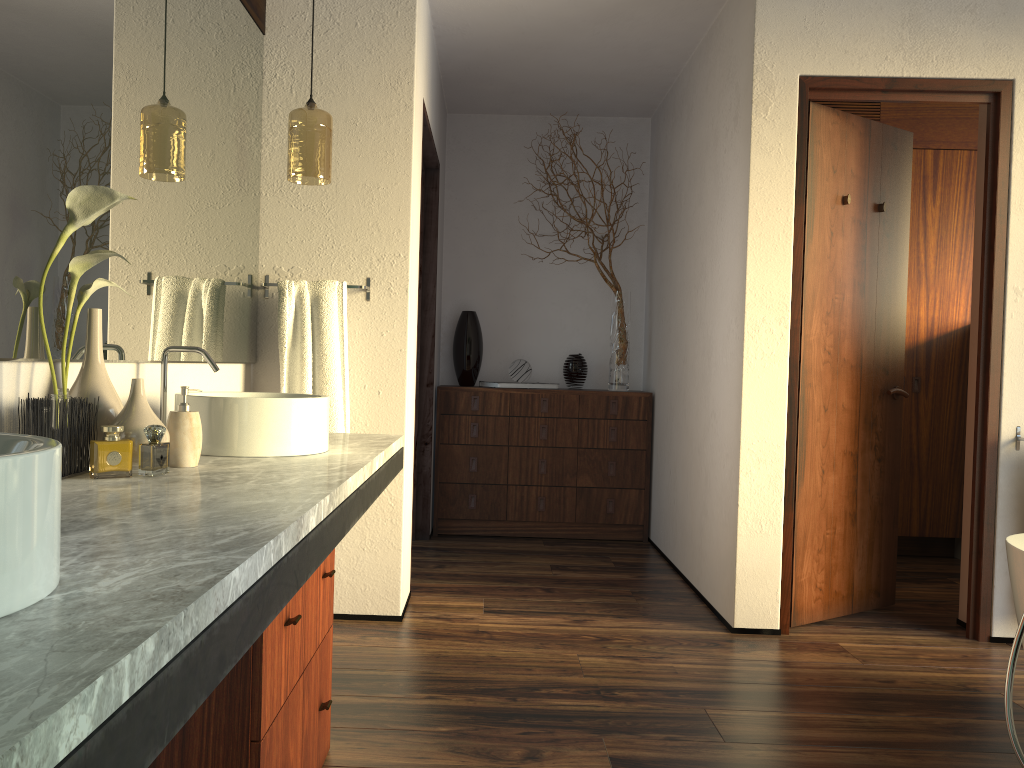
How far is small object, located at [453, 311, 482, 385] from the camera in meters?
4.8 m

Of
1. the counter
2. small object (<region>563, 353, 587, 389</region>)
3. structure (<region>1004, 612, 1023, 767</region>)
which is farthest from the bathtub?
small object (<region>563, 353, 587, 389</region>)

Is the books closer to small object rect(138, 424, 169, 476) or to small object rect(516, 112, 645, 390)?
small object rect(516, 112, 645, 390)

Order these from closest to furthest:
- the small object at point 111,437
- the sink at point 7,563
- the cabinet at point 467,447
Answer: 1. the sink at point 7,563
2. the small object at point 111,437
3. the cabinet at point 467,447

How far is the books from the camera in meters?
4.8 m

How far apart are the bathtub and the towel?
2.0 meters

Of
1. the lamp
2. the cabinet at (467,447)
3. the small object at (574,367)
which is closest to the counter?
the lamp

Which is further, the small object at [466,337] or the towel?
the small object at [466,337]

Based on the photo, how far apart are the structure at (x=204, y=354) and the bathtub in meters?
2.1

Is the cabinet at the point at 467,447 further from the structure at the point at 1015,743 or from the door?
the structure at the point at 1015,743
